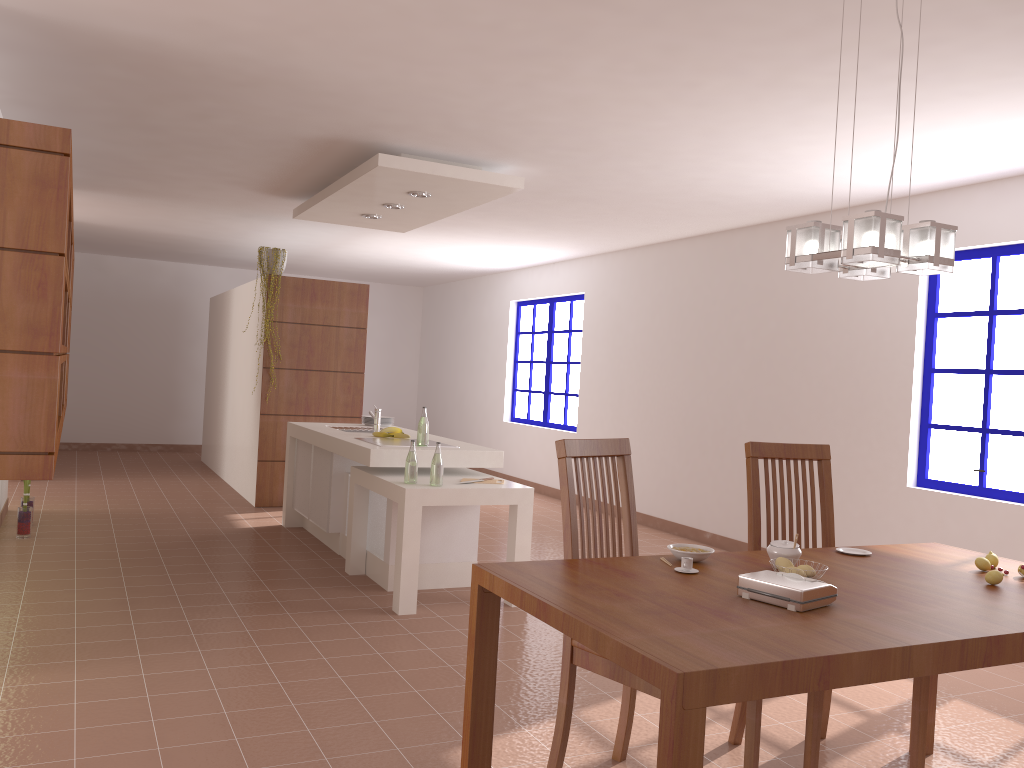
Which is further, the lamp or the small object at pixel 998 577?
the small object at pixel 998 577

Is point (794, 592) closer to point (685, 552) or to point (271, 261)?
point (685, 552)

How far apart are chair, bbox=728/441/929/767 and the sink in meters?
3.5 m

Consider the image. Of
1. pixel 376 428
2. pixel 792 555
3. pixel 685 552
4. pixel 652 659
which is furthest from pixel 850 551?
pixel 376 428

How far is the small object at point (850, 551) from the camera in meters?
2.9 m

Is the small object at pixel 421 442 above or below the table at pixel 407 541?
above

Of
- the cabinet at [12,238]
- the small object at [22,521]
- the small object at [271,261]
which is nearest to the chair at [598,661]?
the cabinet at [12,238]

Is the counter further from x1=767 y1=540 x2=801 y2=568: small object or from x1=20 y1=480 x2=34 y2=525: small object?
x1=767 y1=540 x2=801 y2=568: small object

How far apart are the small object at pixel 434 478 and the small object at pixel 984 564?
2.7m

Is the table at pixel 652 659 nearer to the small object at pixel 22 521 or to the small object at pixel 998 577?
the small object at pixel 998 577
